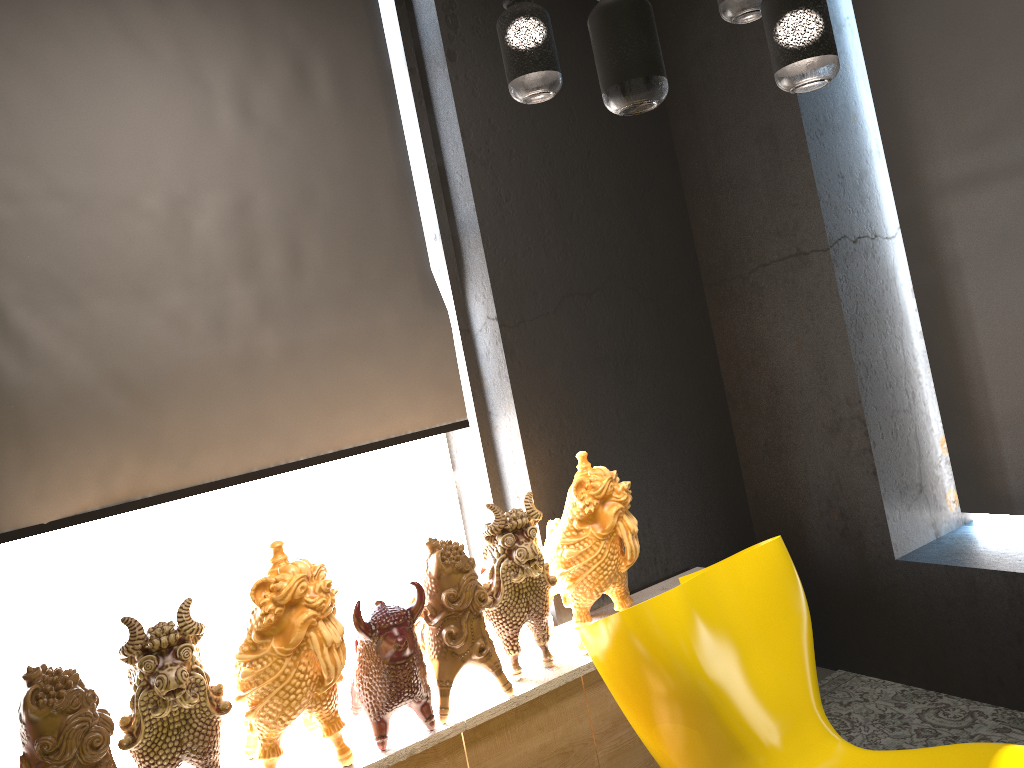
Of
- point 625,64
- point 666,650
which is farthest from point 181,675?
point 625,64

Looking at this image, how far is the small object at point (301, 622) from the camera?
2.3m

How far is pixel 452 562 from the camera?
2.6 meters

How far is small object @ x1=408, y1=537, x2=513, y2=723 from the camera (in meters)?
2.65

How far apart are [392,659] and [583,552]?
0.7m

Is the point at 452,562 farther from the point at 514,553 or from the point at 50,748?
the point at 50,748

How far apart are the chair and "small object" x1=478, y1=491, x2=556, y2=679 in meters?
0.3

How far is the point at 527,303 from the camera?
3.42m

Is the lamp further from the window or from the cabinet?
the window

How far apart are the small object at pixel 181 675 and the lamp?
1.52m
